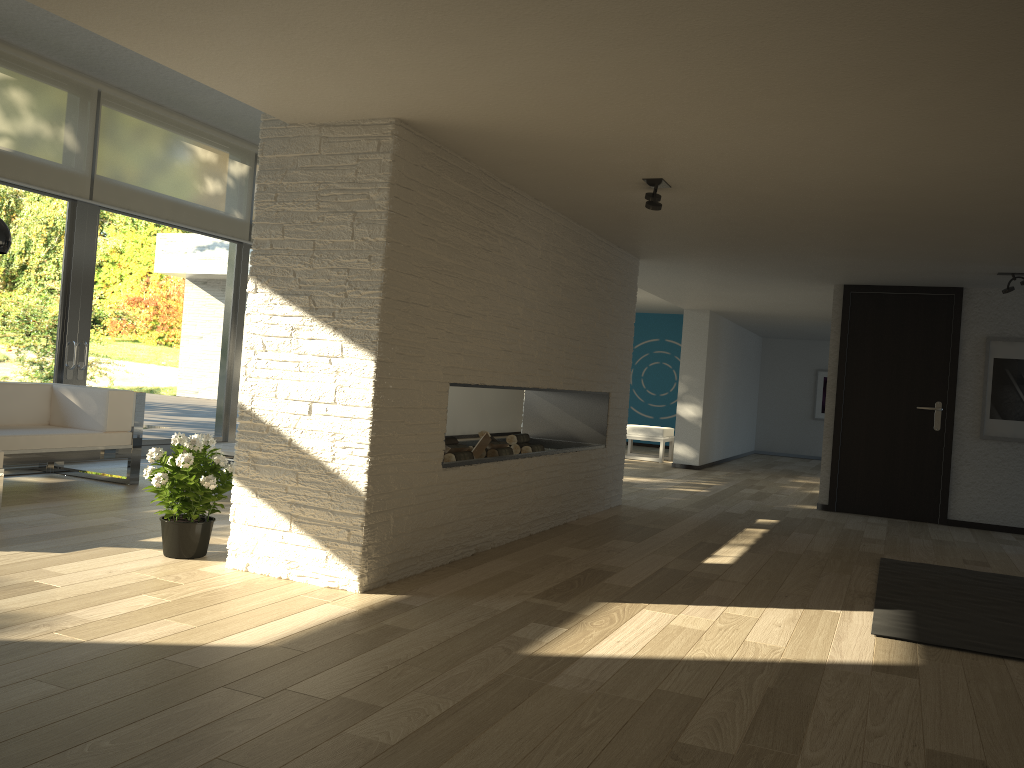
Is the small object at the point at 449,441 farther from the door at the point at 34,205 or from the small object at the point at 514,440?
the door at the point at 34,205

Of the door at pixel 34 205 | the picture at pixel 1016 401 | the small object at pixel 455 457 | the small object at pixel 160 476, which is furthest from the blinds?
the picture at pixel 1016 401

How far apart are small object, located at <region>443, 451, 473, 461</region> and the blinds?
4.0m

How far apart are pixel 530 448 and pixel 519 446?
0.1 meters

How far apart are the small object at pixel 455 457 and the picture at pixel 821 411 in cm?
1082

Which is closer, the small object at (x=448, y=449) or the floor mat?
the floor mat

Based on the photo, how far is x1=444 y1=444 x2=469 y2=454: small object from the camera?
4.9 meters

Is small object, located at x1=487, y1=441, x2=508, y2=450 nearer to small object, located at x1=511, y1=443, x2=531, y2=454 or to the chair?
small object, located at x1=511, y1=443, x2=531, y2=454

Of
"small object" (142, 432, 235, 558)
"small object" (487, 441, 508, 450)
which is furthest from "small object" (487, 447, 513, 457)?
"small object" (142, 432, 235, 558)

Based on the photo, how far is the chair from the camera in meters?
11.5 m
